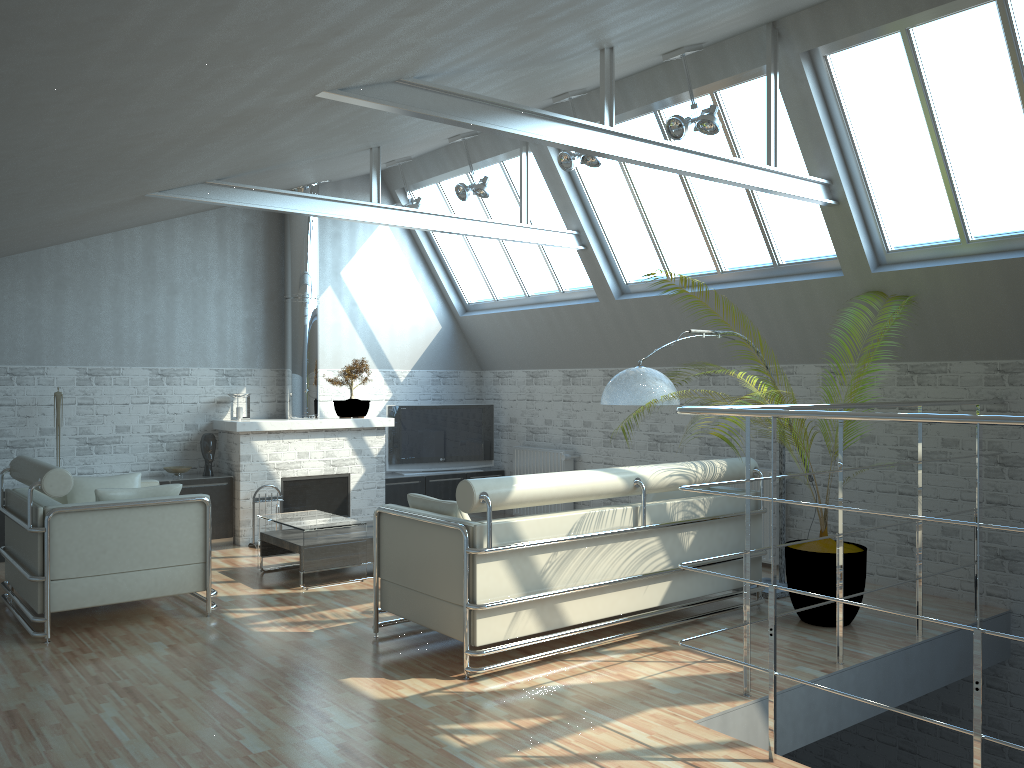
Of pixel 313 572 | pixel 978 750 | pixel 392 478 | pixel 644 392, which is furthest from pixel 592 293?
pixel 978 750

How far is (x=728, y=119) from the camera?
13.0 meters

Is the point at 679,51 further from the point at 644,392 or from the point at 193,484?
the point at 193,484

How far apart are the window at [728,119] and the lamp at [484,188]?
1.54m

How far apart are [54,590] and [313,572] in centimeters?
355cm

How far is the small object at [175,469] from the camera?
15.96m

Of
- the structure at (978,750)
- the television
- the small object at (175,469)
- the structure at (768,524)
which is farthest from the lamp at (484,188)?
the structure at (978,750)

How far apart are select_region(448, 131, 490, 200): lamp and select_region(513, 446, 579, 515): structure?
Result: 5.6 meters

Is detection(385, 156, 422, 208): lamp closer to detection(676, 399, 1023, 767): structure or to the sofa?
the sofa

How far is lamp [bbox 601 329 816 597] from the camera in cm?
1098
